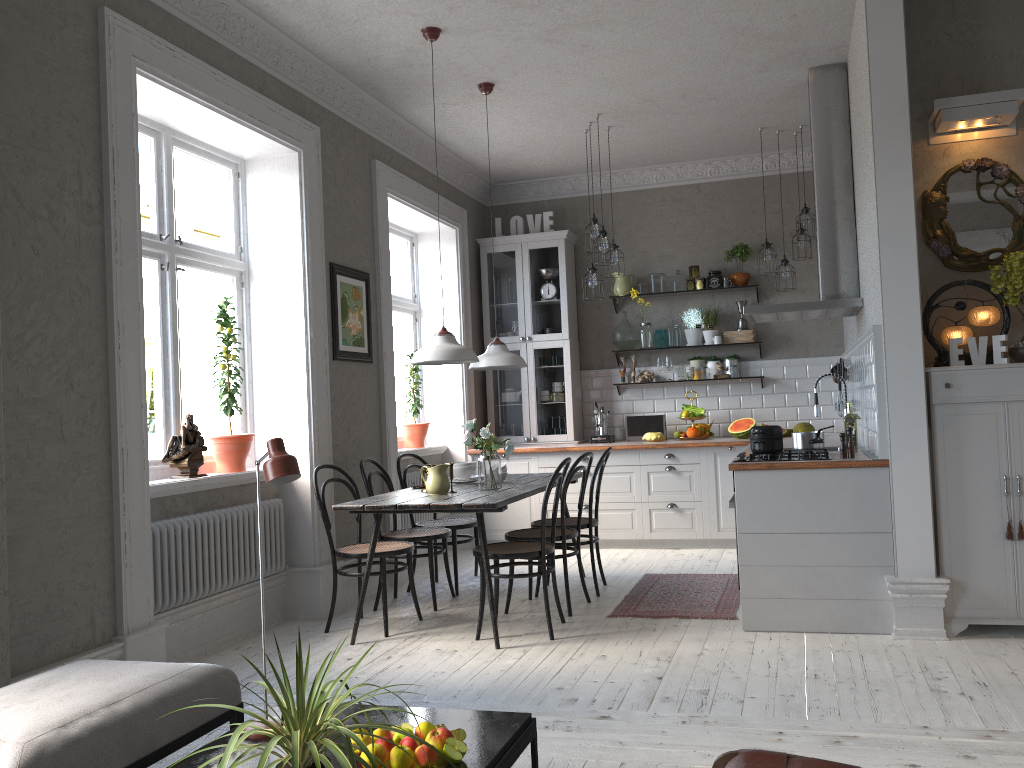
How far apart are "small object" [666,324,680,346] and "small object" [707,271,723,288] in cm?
48

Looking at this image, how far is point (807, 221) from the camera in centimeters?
676cm

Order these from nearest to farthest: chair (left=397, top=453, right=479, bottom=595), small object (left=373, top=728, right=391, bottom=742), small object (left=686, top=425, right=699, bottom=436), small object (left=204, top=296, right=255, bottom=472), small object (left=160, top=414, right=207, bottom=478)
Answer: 1. small object (left=373, top=728, right=391, bottom=742)
2. small object (left=160, top=414, right=207, bottom=478)
3. small object (left=204, top=296, right=255, bottom=472)
4. chair (left=397, top=453, right=479, bottom=595)
5. small object (left=686, top=425, right=699, bottom=436)

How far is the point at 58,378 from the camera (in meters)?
3.54

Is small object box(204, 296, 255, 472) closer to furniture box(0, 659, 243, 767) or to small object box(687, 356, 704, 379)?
furniture box(0, 659, 243, 767)

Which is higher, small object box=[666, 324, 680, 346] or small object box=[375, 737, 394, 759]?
small object box=[666, 324, 680, 346]

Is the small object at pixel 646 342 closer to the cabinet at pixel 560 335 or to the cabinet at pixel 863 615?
the cabinet at pixel 560 335

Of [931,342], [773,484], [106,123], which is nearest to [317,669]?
[773,484]

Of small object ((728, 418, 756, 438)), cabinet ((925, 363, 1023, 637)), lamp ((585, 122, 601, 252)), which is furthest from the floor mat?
lamp ((585, 122, 601, 252))

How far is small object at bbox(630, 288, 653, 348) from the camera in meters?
7.8 m
